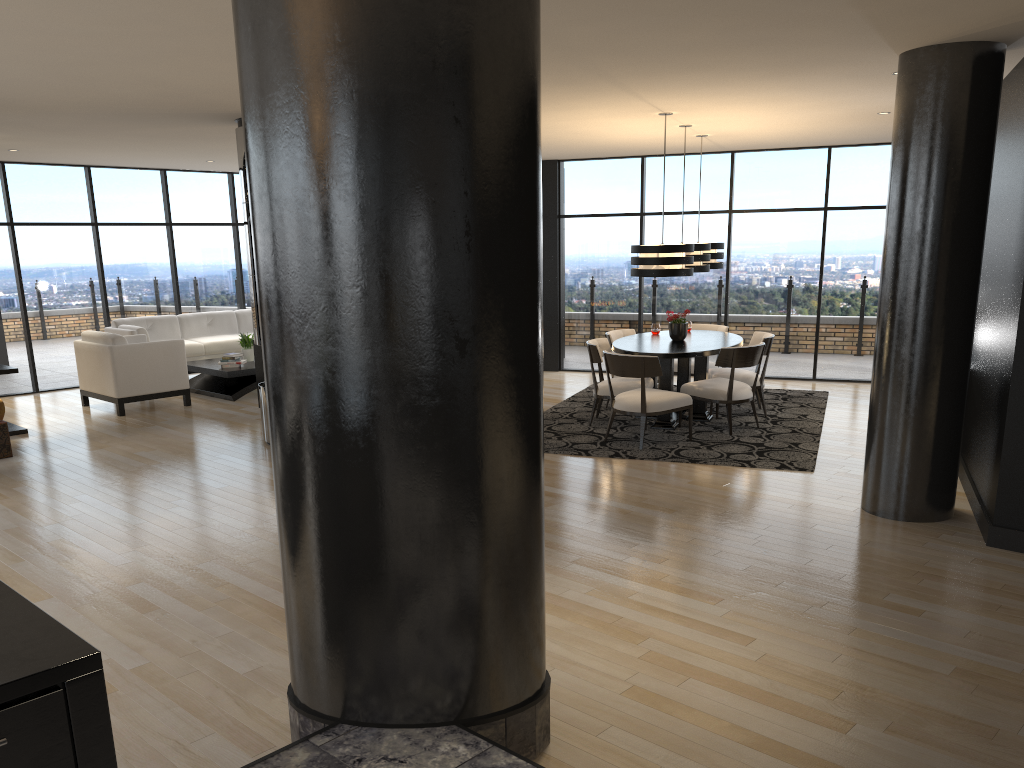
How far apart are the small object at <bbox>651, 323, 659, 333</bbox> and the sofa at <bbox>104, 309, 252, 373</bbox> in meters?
5.9 m

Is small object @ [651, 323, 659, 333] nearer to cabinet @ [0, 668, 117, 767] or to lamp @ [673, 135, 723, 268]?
lamp @ [673, 135, 723, 268]

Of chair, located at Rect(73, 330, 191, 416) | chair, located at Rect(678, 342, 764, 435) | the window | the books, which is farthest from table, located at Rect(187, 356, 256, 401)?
chair, located at Rect(678, 342, 764, 435)

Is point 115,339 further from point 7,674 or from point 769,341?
point 7,674

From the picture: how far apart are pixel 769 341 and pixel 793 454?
1.7 meters

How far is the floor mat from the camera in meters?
7.1

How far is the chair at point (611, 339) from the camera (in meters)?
9.02

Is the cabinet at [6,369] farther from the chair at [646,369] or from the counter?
the counter

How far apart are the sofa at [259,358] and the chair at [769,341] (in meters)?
4.79

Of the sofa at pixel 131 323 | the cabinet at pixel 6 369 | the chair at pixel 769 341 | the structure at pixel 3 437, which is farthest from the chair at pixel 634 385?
the sofa at pixel 131 323
